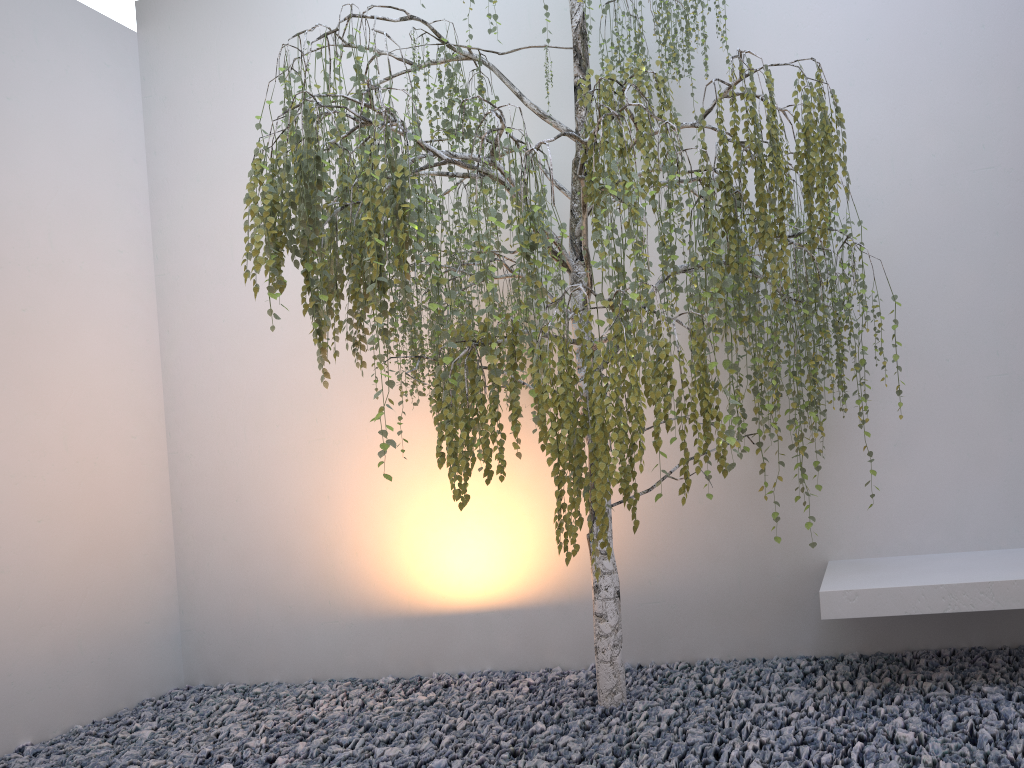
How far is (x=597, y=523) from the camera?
2.27m

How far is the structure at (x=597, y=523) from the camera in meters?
2.3

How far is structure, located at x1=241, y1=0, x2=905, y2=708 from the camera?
2.27m
